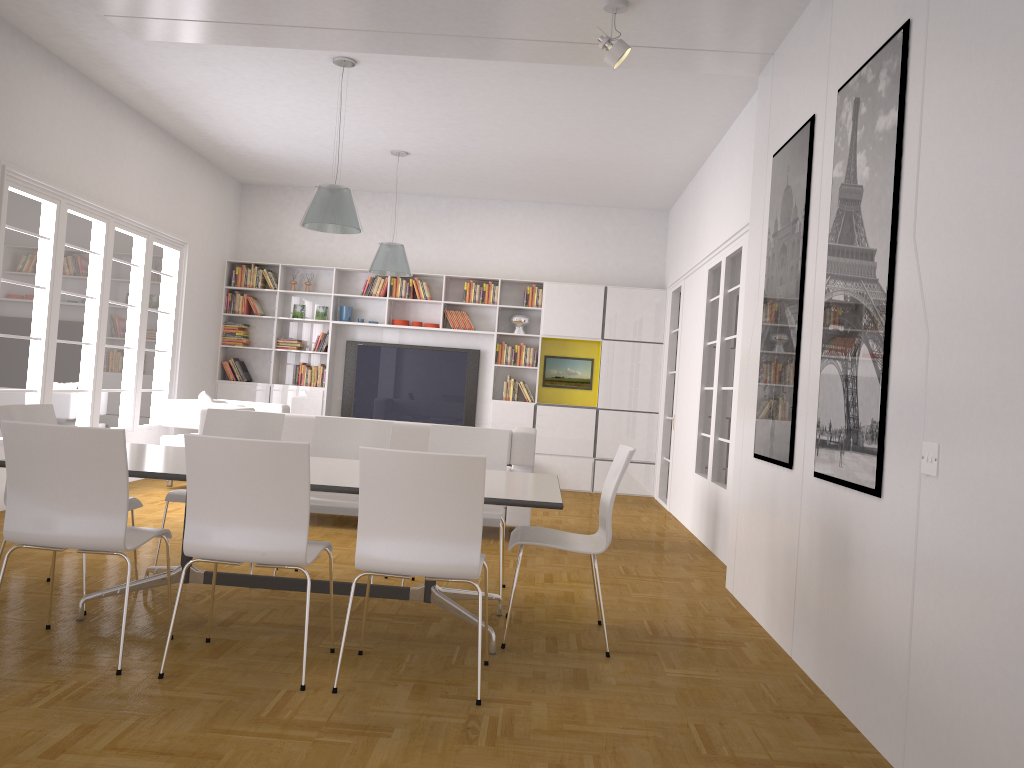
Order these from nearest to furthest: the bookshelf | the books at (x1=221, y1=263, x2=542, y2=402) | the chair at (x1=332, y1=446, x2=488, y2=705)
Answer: the chair at (x1=332, y1=446, x2=488, y2=705)
the bookshelf
the books at (x1=221, y1=263, x2=542, y2=402)

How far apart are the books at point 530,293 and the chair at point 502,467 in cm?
533

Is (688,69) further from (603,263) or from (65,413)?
(65,413)

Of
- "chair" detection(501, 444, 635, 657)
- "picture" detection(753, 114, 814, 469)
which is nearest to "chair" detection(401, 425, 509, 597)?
"chair" detection(501, 444, 635, 657)

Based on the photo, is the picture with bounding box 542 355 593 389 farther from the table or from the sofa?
the table

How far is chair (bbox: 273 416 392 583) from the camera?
4.9m

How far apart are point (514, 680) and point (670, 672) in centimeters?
73cm

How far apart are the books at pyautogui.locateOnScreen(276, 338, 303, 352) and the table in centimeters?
608cm

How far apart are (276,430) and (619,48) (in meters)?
2.94

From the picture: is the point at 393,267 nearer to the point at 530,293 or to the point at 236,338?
the point at 530,293
